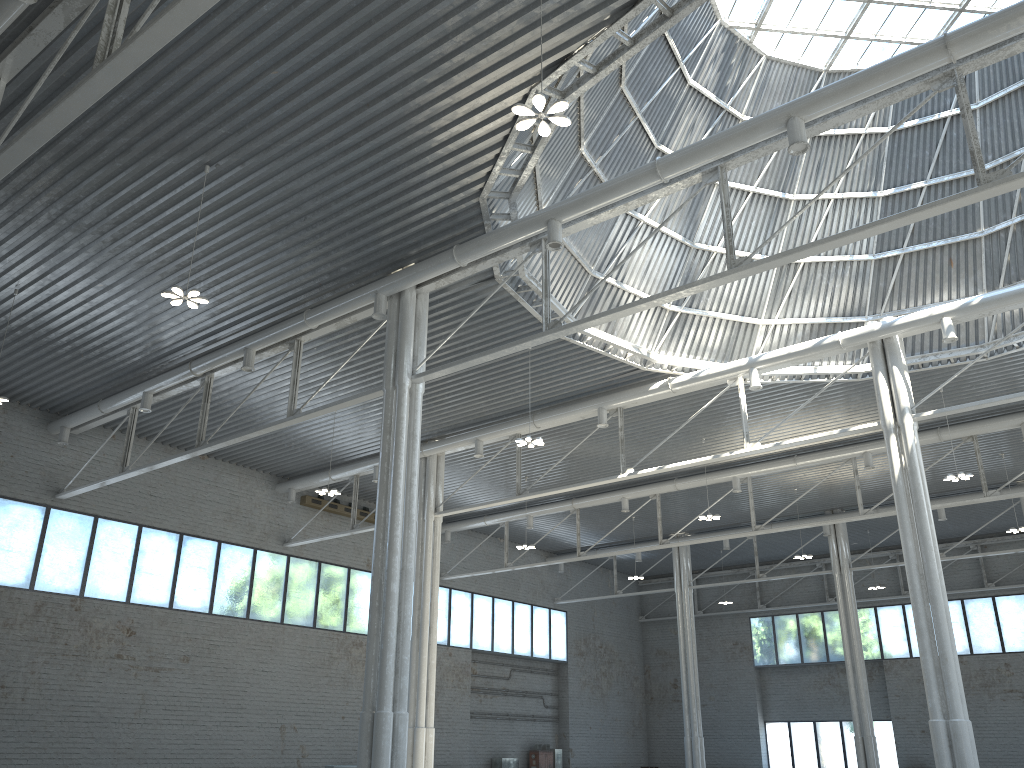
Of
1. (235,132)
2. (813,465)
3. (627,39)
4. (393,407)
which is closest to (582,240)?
(393,407)

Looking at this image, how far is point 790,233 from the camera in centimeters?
3614cm
